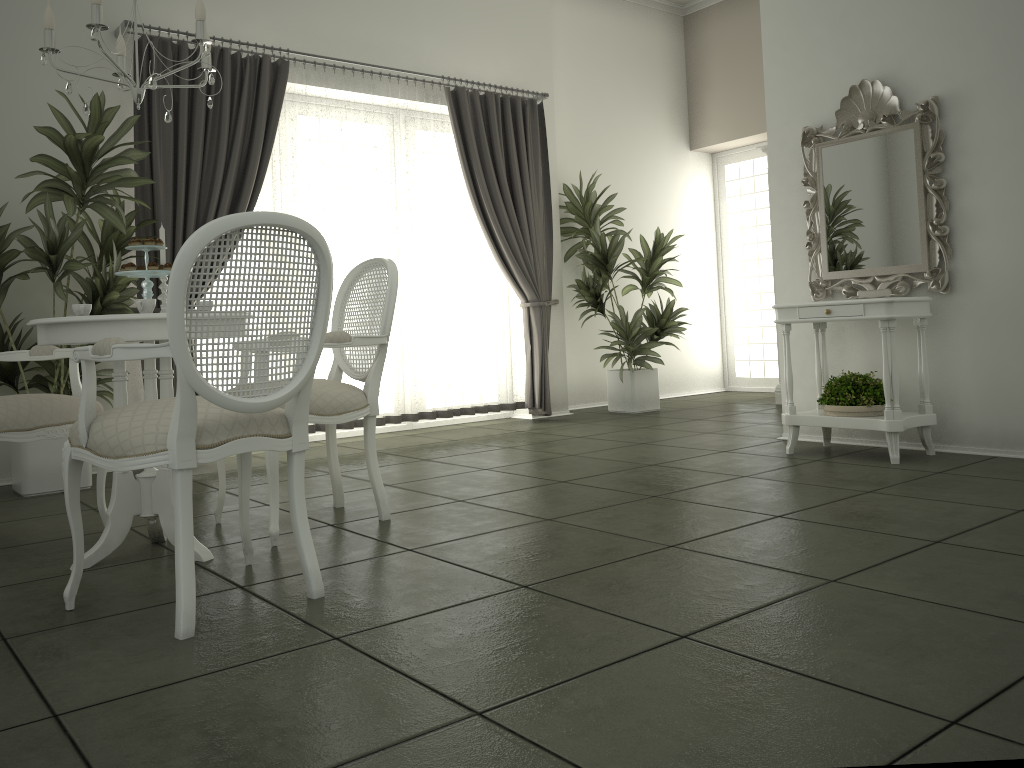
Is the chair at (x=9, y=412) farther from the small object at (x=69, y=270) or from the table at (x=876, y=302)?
the table at (x=876, y=302)

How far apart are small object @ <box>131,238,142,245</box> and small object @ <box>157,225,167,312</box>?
0.27m

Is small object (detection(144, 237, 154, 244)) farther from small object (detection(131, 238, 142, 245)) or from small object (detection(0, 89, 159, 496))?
small object (detection(0, 89, 159, 496))

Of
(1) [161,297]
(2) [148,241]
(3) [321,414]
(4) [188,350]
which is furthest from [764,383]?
(4) [188,350]

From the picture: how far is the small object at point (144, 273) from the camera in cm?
303

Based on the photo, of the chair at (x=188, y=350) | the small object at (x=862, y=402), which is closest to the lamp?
the chair at (x=188, y=350)

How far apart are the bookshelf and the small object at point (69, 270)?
5.0 meters

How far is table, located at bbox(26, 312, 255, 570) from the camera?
2.8 meters

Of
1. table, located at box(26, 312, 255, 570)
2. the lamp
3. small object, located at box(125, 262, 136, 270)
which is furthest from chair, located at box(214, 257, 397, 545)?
the lamp

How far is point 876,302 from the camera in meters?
4.3
